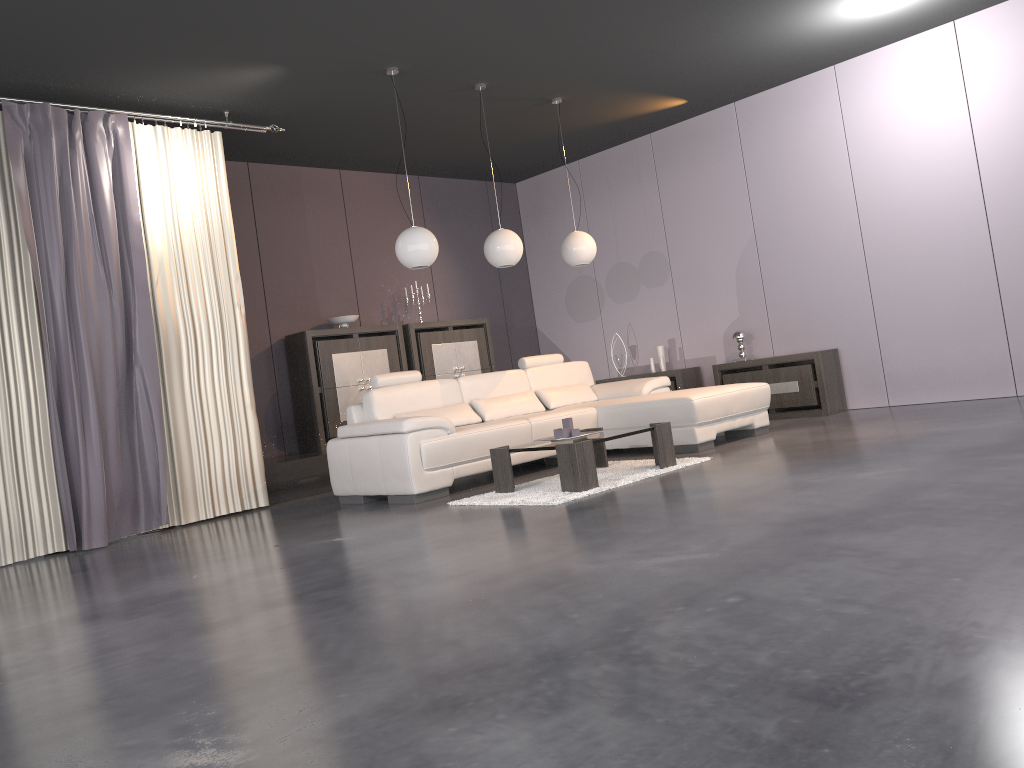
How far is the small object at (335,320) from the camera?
8.2 meters

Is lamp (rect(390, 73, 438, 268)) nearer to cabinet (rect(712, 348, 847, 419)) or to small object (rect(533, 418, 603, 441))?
small object (rect(533, 418, 603, 441))

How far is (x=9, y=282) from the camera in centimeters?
554cm

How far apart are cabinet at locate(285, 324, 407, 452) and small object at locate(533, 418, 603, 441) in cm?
309

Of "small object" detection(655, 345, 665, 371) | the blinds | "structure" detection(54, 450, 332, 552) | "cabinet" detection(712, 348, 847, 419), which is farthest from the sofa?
"small object" detection(655, 345, 665, 371)

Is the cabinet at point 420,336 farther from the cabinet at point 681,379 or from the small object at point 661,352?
the cabinet at point 681,379

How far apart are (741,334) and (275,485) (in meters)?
4.39

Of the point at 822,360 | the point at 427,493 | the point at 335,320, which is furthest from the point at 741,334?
the point at 427,493

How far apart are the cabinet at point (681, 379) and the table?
2.9 meters

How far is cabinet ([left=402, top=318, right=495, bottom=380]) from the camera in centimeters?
872cm
